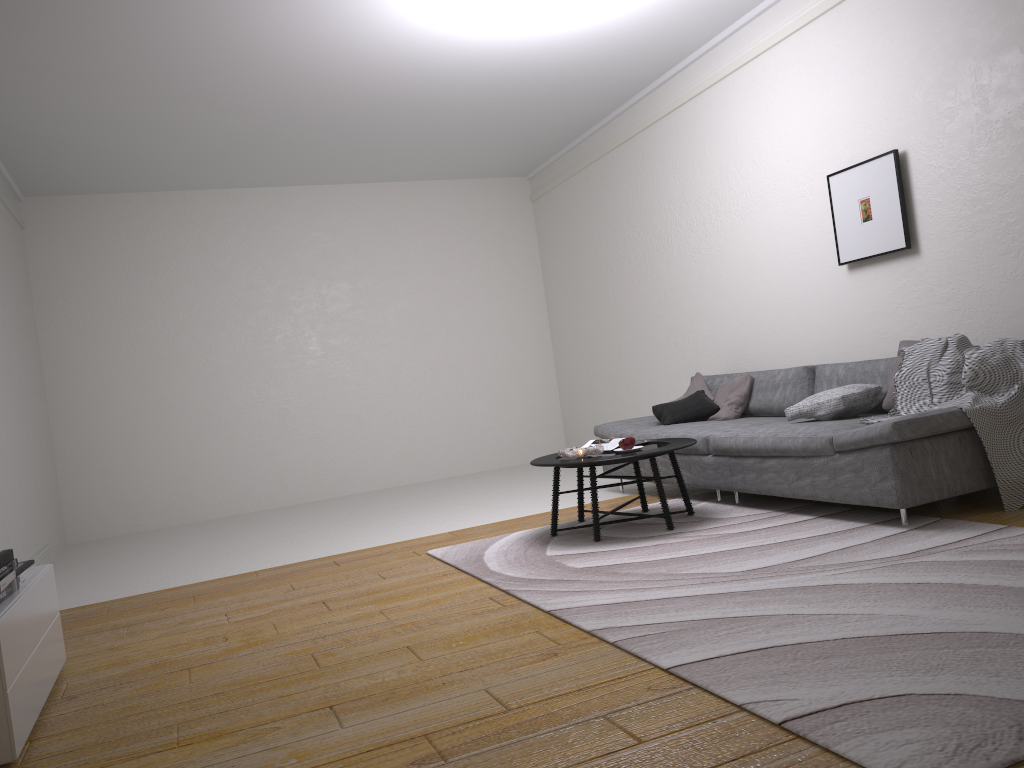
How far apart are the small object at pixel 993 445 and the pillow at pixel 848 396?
0.2m

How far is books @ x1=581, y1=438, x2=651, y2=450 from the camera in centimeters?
506cm

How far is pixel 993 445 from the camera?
4.0m

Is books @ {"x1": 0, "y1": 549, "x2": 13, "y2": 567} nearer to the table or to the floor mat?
the floor mat

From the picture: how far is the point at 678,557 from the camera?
4.0 meters

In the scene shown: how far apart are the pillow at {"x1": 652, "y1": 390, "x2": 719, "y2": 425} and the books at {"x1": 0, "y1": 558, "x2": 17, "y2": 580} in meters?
4.1 m

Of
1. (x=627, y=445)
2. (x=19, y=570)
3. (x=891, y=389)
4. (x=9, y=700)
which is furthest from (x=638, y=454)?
(x=9, y=700)

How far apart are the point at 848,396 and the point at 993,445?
0.8m

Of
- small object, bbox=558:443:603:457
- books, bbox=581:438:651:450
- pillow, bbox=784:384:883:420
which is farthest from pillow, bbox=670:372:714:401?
small object, bbox=558:443:603:457

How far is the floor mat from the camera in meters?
2.0 m
